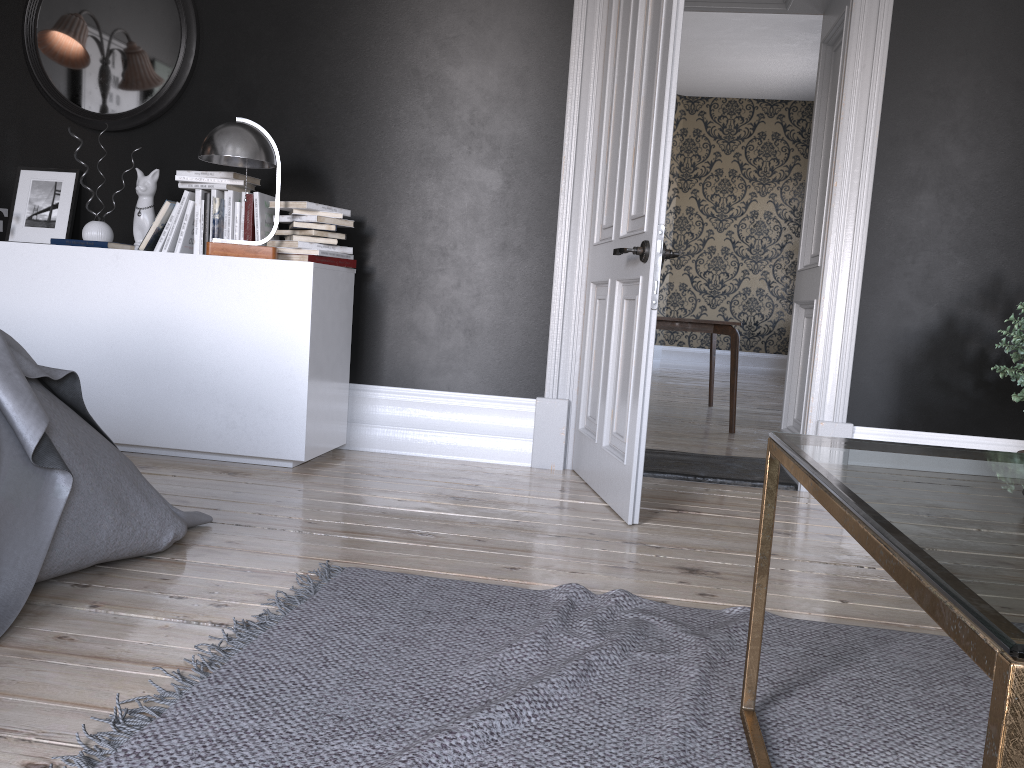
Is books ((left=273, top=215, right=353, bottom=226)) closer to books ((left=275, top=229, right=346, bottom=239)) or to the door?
books ((left=275, top=229, right=346, bottom=239))

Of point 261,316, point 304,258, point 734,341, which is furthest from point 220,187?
point 734,341

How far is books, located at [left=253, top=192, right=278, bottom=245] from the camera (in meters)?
4.01

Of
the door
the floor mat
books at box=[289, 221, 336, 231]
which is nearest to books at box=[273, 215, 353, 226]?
books at box=[289, 221, 336, 231]

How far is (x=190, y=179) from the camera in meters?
4.0 m

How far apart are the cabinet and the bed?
0.96m

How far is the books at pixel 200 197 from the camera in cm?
407

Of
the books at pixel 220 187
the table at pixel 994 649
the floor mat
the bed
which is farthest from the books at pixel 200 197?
the table at pixel 994 649

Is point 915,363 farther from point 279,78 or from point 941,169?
point 279,78

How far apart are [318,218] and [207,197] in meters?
0.6
